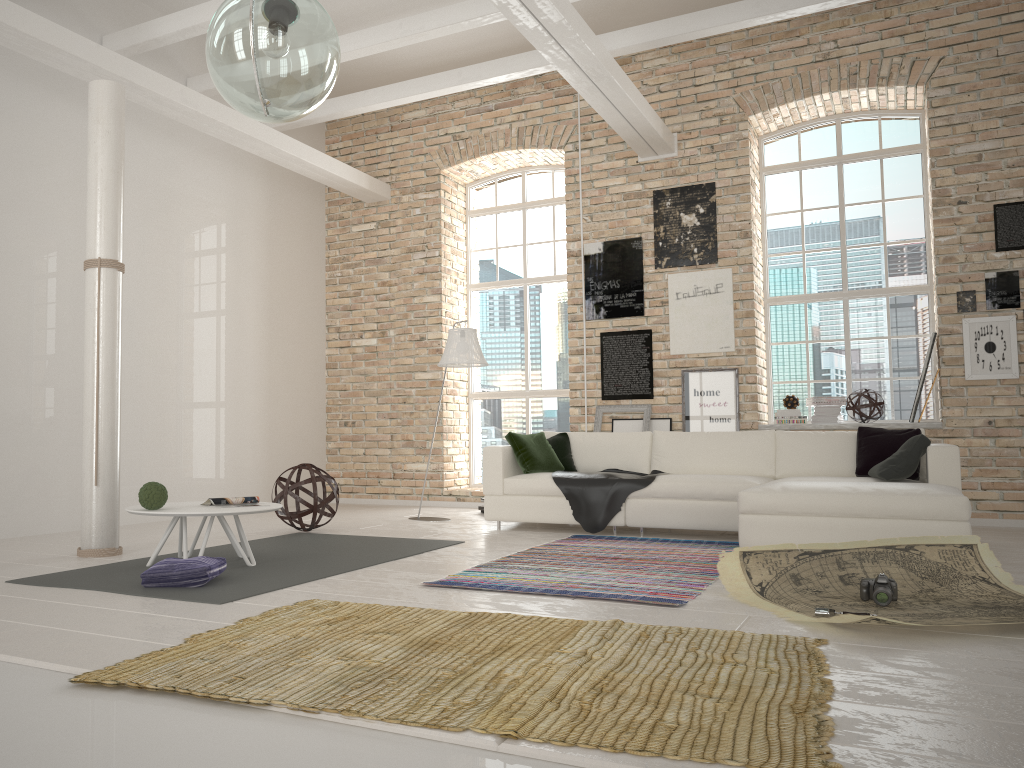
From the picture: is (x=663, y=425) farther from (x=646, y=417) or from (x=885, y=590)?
(x=885, y=590)

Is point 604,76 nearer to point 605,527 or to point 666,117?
point 666,117

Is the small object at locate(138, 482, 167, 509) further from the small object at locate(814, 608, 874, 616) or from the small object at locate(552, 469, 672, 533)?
the small object at locate(814, 608, 874, 616)

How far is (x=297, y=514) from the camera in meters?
6.8 m

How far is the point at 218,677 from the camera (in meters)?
2.63

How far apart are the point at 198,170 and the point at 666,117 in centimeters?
478cm

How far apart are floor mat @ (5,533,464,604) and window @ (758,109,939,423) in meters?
4.3 m

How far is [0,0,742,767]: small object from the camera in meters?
2.2

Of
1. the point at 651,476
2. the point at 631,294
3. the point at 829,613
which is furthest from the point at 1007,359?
the point at 829,613

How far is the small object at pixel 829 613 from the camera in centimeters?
350cm
